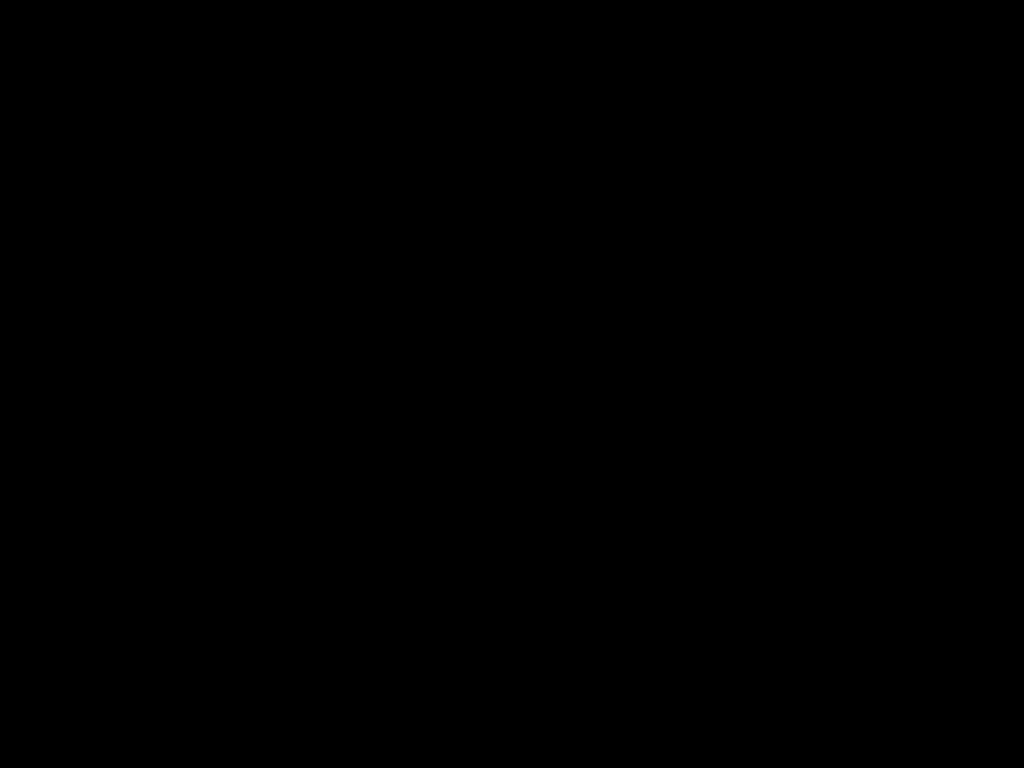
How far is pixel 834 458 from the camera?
1.7 meters

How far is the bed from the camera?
0.37m

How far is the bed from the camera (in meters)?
0.37
